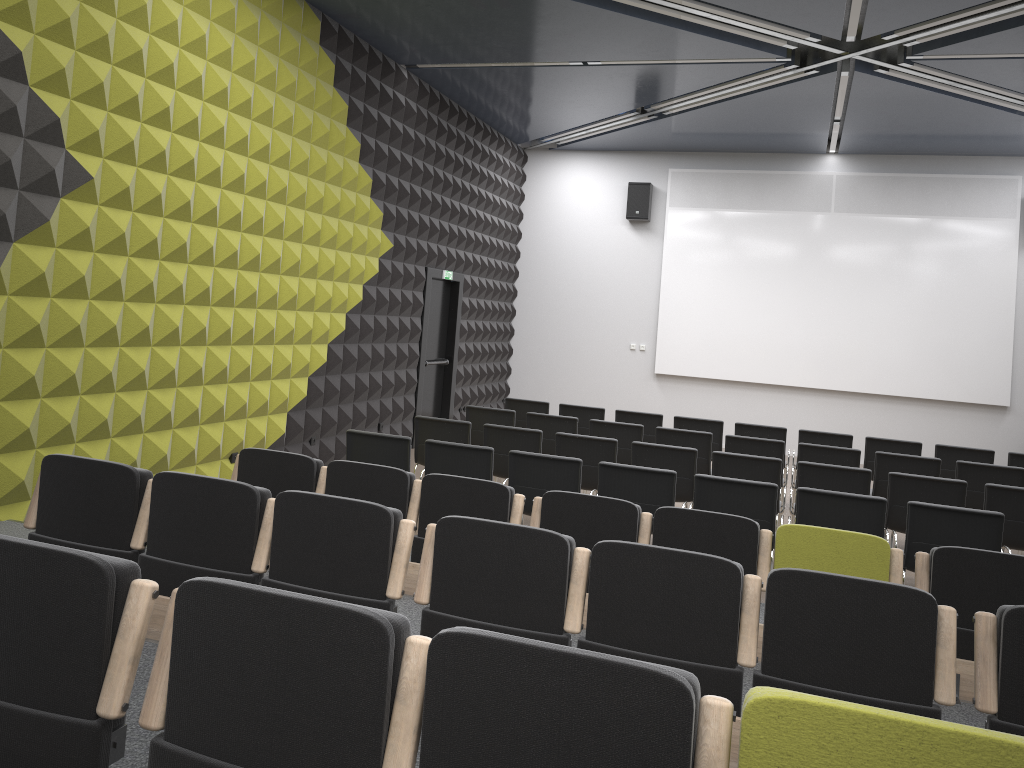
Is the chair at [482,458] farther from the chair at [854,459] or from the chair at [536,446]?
the chair at [854,459]

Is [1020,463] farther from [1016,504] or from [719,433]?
[719,433]

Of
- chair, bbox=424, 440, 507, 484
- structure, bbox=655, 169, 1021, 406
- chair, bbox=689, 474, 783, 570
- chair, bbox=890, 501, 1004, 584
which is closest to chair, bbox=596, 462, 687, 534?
chair, bbox=689, 474, 783, 570

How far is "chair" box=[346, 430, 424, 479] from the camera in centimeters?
684cm

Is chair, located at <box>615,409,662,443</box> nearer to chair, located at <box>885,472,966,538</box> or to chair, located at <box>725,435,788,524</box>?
chair, located at <box>725,435,788,524</box>

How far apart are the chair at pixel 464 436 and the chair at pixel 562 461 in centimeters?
153cm

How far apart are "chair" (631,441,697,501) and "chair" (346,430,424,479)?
2.01m

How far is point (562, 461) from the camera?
6.43m

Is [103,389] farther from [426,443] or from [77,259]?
[426,443]

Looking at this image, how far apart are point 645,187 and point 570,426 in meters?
6.7 m
